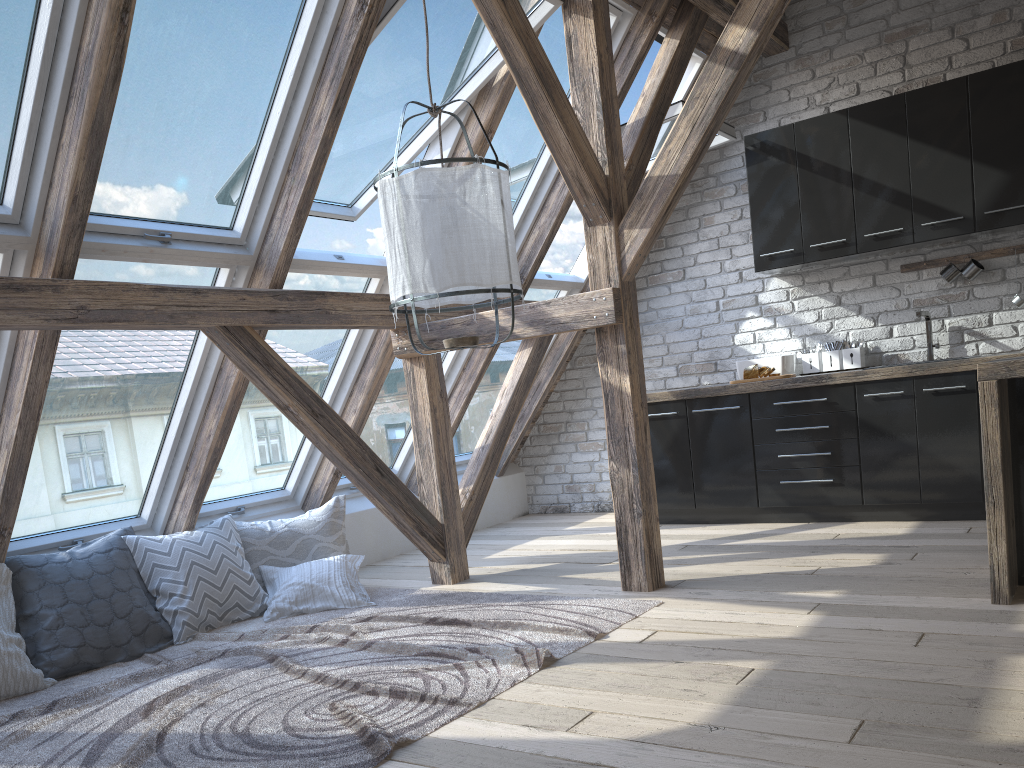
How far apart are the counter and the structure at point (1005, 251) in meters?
0.8

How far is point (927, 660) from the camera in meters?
2.6 m

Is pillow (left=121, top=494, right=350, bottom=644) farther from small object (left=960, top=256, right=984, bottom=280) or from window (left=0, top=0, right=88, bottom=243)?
small object (left=960, top=256, right=984, bottom=280)

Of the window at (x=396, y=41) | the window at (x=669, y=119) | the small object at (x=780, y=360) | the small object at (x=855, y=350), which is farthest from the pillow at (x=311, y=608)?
the small object at (x=855, y=350)

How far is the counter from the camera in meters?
3.0

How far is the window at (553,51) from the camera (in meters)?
4.59

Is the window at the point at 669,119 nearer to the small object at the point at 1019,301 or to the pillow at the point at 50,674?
the small object at the point at 1019,301

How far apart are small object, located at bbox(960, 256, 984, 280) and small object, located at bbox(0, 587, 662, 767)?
2.9 meters

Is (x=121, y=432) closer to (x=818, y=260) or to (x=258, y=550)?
(x=258, y=550)

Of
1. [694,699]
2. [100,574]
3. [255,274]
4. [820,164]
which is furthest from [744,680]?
[820,164]
